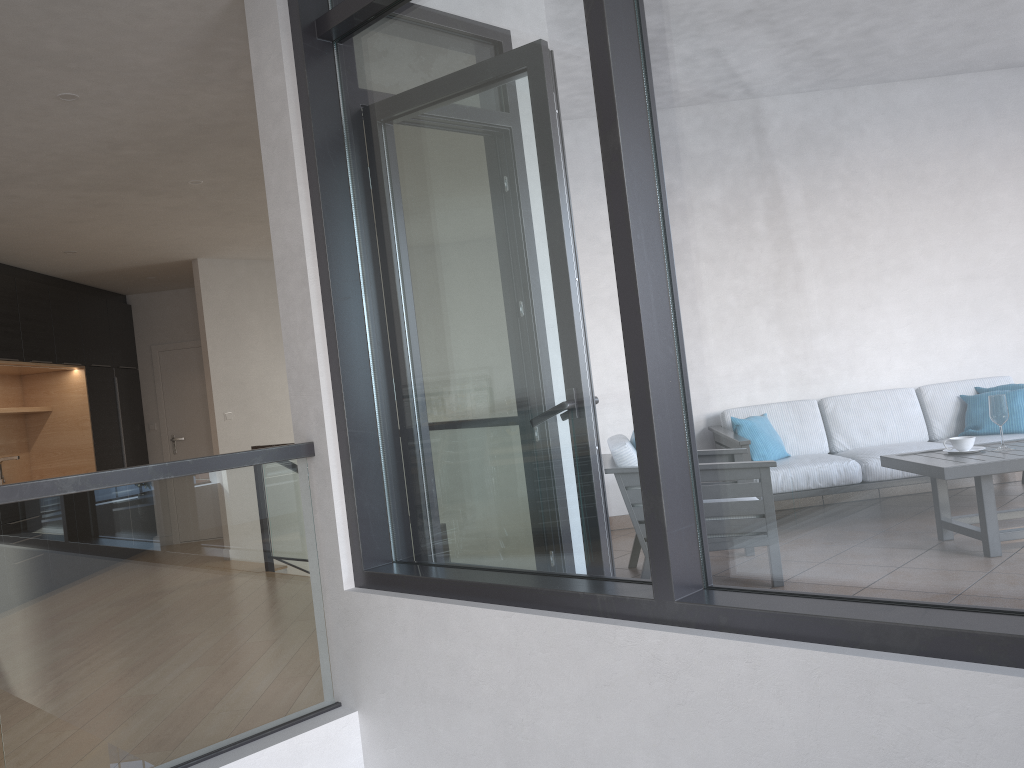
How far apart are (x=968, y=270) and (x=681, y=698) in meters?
1.1

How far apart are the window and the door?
7.0 meters

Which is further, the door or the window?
the door

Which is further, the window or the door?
the door

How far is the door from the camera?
9.46m

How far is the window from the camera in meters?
1.7

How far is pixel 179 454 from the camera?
9.5 meters

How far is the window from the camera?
1.7 meters

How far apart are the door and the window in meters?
7.0
